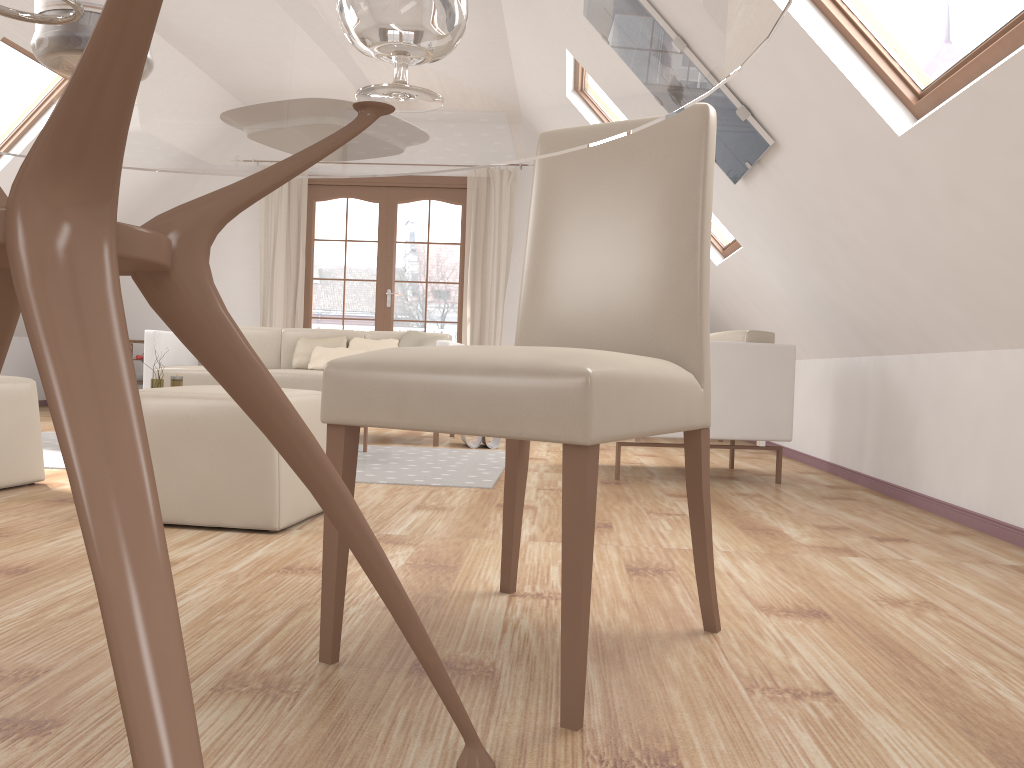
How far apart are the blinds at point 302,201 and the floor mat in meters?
2.7 m

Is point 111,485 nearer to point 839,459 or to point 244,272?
point 839,459

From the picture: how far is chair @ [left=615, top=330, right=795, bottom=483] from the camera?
3.94m

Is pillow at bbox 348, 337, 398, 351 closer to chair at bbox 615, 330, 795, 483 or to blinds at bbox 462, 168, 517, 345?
blinds at bbox 462, 168, 517, 345

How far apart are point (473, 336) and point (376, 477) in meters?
3.9

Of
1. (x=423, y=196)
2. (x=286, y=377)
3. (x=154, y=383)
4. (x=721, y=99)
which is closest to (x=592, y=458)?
(x=721, y=99)

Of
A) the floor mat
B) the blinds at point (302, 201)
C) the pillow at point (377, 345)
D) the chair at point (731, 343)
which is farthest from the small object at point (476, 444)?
the blinds at point (302, 201)

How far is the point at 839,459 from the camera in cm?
450

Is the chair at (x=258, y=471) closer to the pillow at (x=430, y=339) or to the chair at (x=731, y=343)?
the chair at (x=731, y=343)

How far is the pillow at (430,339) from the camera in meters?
5.7 m
